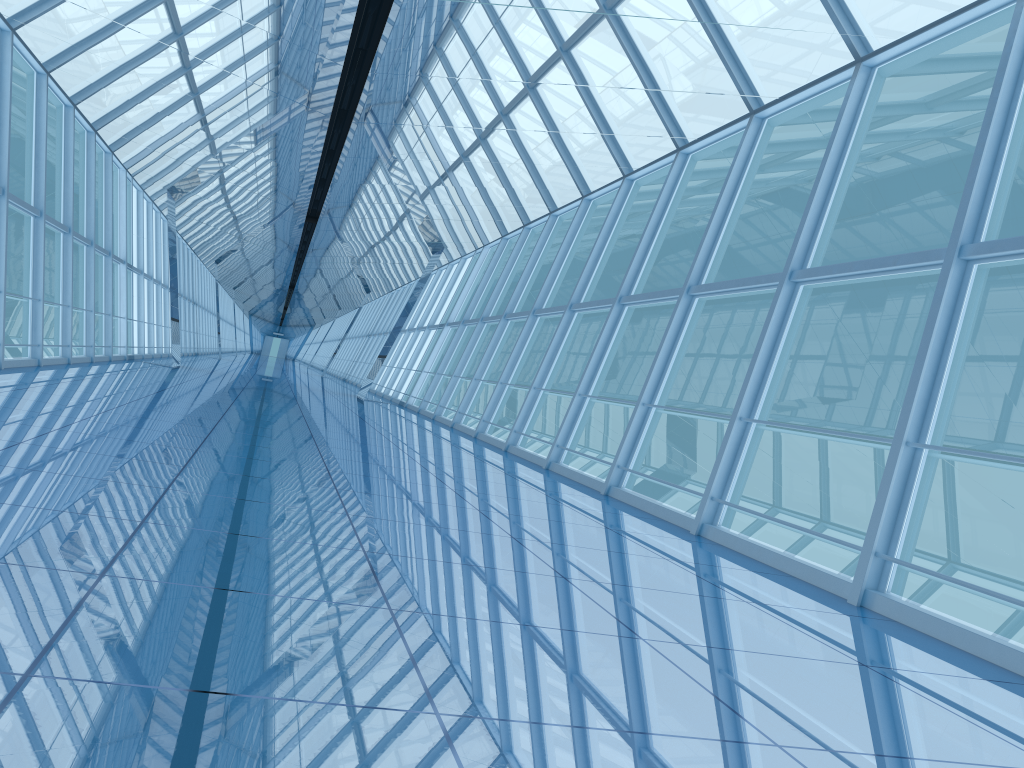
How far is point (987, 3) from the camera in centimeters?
649cm

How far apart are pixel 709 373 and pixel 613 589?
31.3m

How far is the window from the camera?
6.5m

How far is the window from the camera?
6.49m
